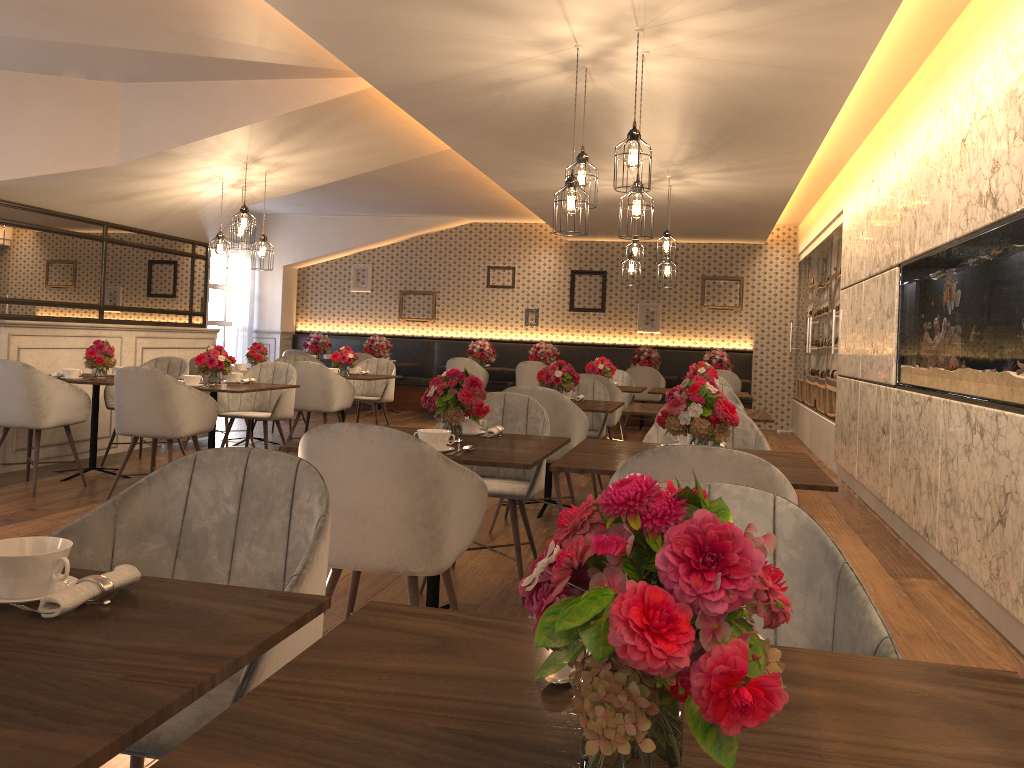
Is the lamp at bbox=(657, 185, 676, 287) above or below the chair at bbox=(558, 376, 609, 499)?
above

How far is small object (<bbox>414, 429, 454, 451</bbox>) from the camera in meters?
3.1 m

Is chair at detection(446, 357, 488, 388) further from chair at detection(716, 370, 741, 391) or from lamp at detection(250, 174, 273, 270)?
lamp at detection(250, 174, 273, 270)

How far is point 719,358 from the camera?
11.6m

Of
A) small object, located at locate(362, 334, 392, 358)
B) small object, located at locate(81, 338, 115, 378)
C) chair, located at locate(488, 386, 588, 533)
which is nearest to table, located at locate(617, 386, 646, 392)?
chair, located at locate(488, 386, 588, 533)

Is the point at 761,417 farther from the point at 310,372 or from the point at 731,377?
the point at 731,377

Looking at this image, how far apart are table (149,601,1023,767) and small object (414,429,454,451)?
1.76m

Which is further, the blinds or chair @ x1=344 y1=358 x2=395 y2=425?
the blinds

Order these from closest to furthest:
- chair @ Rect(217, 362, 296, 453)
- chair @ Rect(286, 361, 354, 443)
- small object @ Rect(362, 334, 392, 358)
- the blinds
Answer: chair @ Rect(217, 362, 296, 453), chair @ Rect(286, 361, 354, 443), small object @ Rect(362, 334, 392, 358), the blinds

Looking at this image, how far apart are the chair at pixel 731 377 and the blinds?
7.09m
